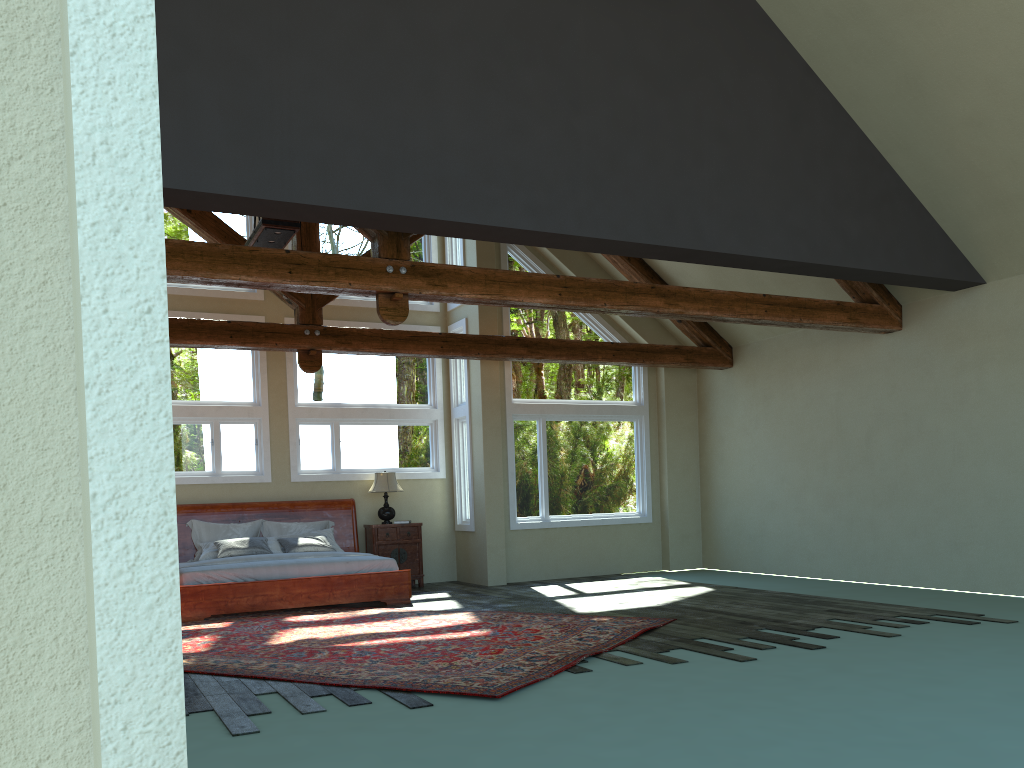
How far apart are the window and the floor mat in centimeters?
260cm

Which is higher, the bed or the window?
the window

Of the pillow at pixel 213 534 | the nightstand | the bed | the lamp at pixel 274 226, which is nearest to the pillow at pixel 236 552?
the bed

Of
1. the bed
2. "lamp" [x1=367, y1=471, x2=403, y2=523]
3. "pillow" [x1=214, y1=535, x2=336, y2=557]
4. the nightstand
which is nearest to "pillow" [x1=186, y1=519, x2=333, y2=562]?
the bed

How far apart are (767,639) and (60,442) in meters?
7.0 m

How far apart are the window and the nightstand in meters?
0.8 m

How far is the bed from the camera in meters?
9.7

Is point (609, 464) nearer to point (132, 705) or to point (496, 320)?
point (496, 320)

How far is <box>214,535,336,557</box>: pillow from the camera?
10.9 meters

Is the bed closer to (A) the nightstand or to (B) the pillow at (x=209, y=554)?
(A) the nightstand
